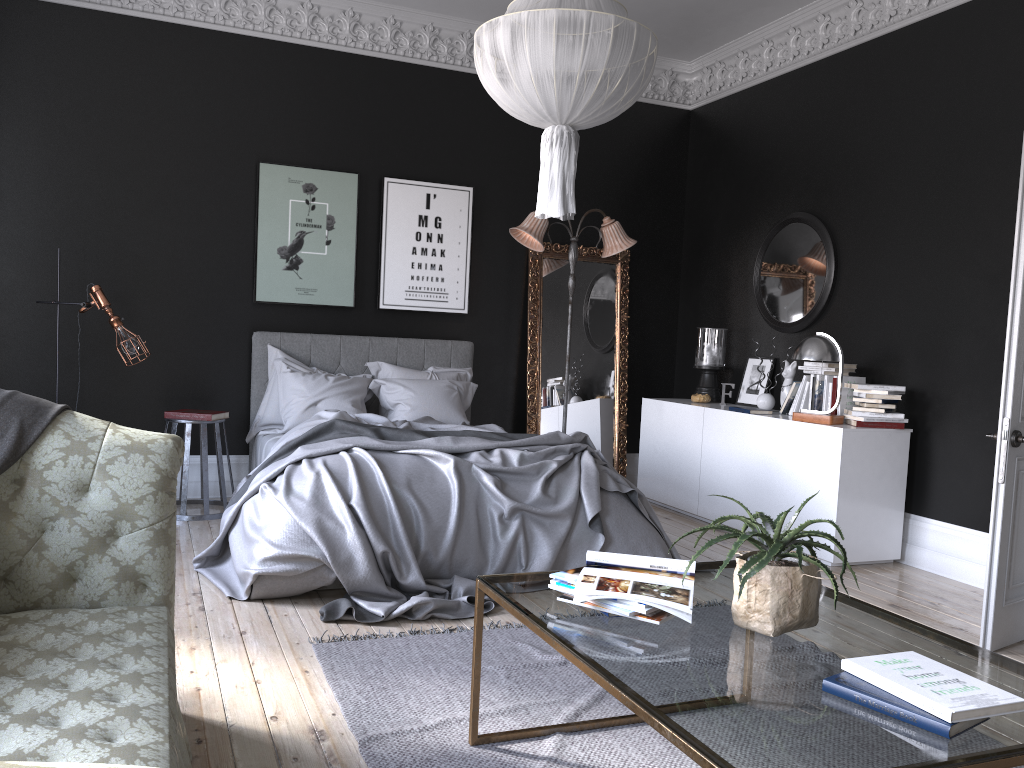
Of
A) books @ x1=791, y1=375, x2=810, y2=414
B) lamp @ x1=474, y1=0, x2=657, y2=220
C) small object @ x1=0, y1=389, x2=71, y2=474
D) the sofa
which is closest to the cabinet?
books @ x1=791, y1=375, x2=810, y2=414

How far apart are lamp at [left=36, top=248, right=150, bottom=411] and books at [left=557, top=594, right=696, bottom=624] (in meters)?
4.26

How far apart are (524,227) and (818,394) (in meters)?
2.53

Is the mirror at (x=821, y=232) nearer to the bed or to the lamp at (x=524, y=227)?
the lamp at (x=524, y=227)

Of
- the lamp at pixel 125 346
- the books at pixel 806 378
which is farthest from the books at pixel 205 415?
the books at pixel 806 378

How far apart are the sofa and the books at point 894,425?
4.17m

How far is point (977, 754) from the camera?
1.7 meters

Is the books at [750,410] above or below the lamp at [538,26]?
below

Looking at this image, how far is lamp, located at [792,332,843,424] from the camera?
5.7 meters

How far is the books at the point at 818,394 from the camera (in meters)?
6.04
